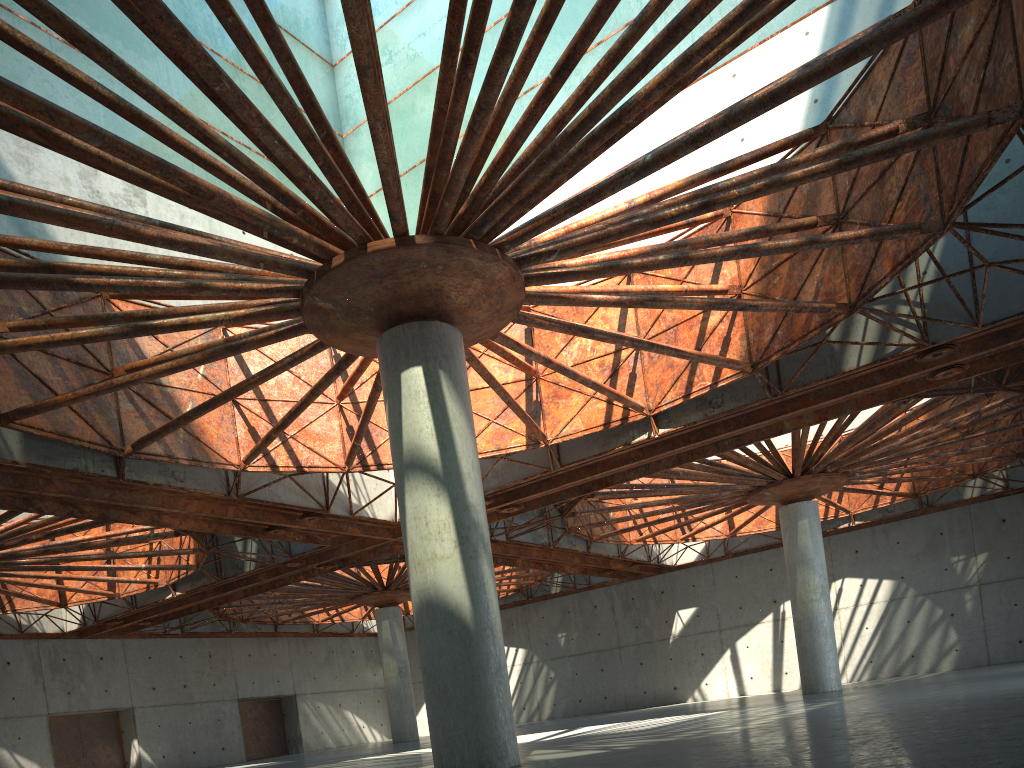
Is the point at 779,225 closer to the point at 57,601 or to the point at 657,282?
the point at 657,282
